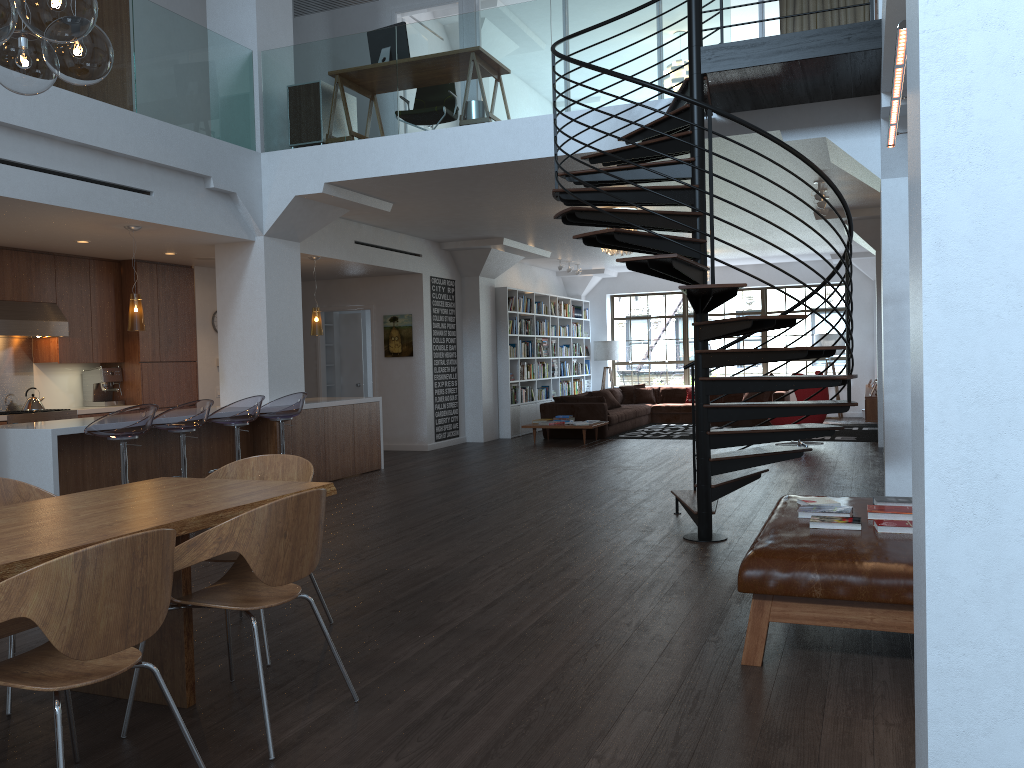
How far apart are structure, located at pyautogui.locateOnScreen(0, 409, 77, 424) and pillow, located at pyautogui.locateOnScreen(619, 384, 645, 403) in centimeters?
1035cm

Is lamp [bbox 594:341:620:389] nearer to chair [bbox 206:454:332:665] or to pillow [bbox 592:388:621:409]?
pillow [bbox 592:388:621:409]

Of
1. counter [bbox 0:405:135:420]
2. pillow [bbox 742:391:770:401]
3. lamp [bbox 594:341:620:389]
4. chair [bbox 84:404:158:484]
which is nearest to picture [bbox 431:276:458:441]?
counter [bbox 0:405:135:420]

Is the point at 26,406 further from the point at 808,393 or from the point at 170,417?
the point at 808,393

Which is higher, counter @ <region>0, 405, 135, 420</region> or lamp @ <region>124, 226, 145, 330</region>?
lamp @ <region>124, 226, 145, 330</region>

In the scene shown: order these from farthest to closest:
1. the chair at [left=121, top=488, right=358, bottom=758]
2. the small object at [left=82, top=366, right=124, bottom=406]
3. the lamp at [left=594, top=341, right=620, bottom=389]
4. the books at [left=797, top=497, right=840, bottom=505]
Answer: the lamp at [left=594, top=341, right=620, bottom=389]
the small object at [left=82, top=366, right=124, bottom=406]
the books at [left=797, top=497, right=840, bottom=505]
the chair at [left=121, top=488, right=358, bottom=758]

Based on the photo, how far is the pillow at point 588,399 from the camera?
13.9m

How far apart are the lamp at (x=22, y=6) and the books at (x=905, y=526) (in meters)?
3.66

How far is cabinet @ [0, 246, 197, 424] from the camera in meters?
9.1

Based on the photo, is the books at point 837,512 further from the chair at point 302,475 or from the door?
the door
